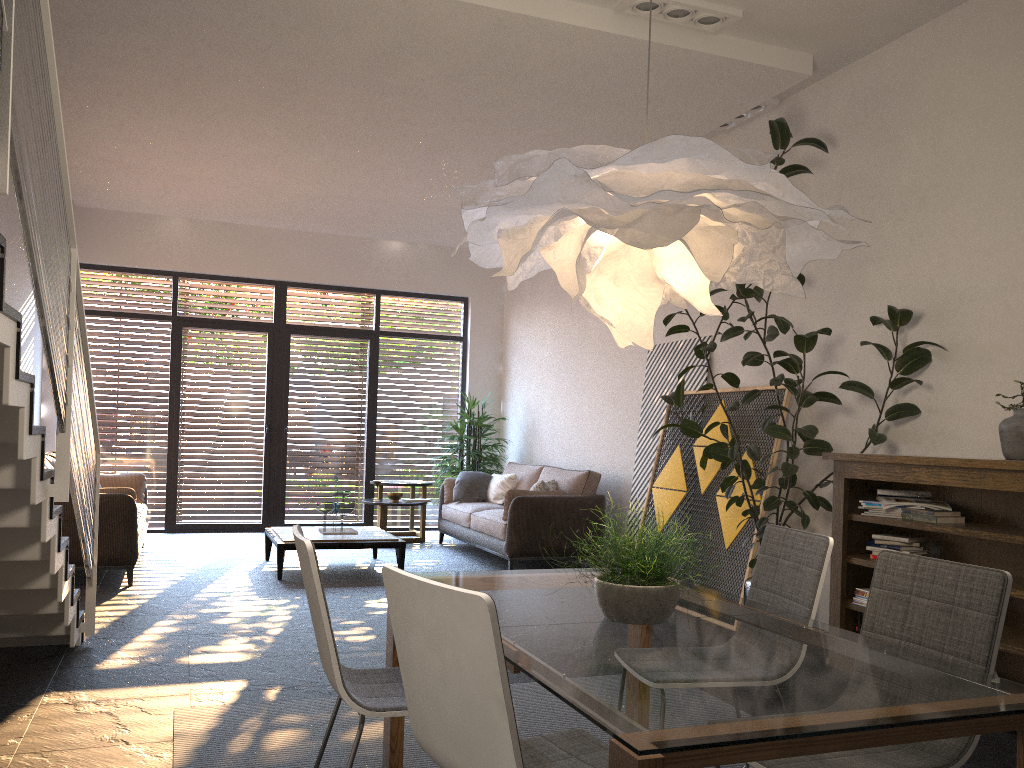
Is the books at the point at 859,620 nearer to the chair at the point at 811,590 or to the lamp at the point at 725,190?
the chair at the point at 811,590

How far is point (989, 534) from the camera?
3.9m

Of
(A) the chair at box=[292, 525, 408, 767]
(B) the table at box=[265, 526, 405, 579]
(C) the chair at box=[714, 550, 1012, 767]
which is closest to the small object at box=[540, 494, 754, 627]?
(C) the chair at box=[714, 550, 1012, 767]

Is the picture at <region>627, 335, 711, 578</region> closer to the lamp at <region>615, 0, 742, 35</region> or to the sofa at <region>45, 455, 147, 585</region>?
the lamp at <region>615, 0, 742, 35</region>

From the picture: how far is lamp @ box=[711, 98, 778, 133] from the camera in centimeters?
612cm

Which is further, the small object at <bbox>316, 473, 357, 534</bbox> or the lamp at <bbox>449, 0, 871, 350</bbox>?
the small object at <bbox>316, 473, 357, 534</bbox>

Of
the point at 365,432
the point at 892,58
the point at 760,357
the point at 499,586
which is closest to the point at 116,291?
the point at 365,432

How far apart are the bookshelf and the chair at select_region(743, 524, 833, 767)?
1.33m

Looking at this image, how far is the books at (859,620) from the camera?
4.77m

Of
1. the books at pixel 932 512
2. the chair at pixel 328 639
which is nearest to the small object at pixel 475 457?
the books at pixel 932 512
